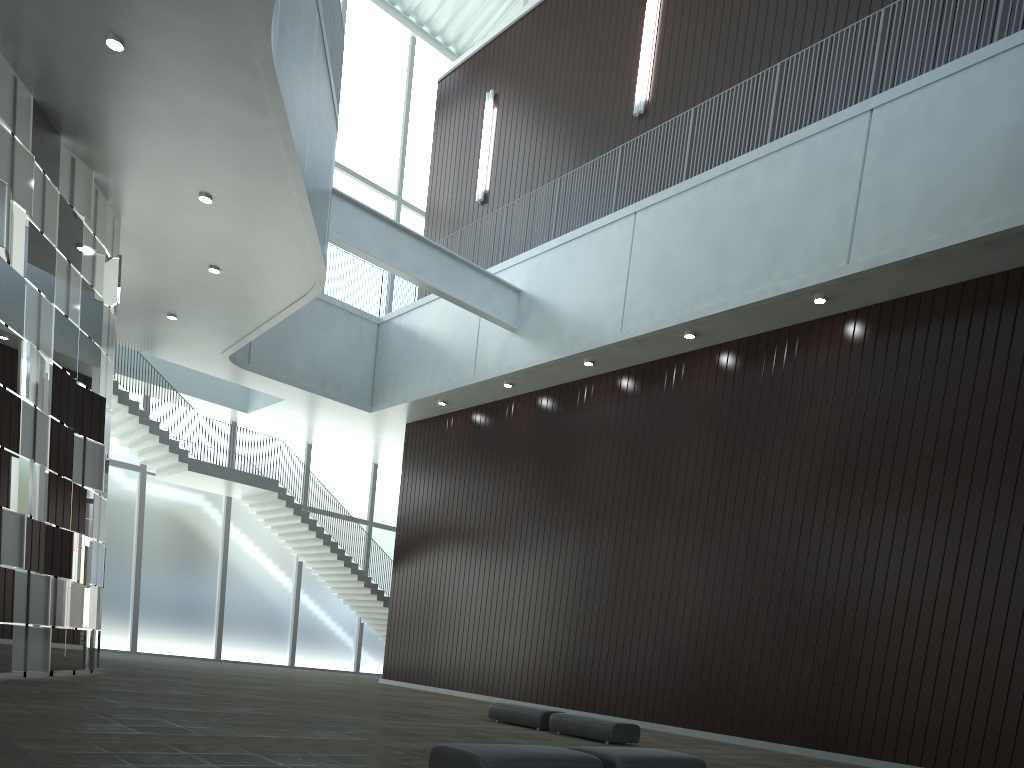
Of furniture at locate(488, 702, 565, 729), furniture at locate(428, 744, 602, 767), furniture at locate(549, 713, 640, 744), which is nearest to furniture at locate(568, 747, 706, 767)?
furniture at locate(428, 744, 602, 767)

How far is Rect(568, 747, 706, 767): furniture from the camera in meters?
19.2 m

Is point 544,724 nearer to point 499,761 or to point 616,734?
point 616,734

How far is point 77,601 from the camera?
39.2m

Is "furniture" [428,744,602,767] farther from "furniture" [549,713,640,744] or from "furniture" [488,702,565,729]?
"furniture" [488,702,565,729]

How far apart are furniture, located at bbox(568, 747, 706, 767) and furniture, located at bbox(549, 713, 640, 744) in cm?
1229

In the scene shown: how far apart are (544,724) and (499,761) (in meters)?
21.11

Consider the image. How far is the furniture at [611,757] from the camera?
19.2m

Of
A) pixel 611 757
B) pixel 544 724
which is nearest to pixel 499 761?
pixel 611 757

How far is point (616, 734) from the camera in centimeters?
3307cm
